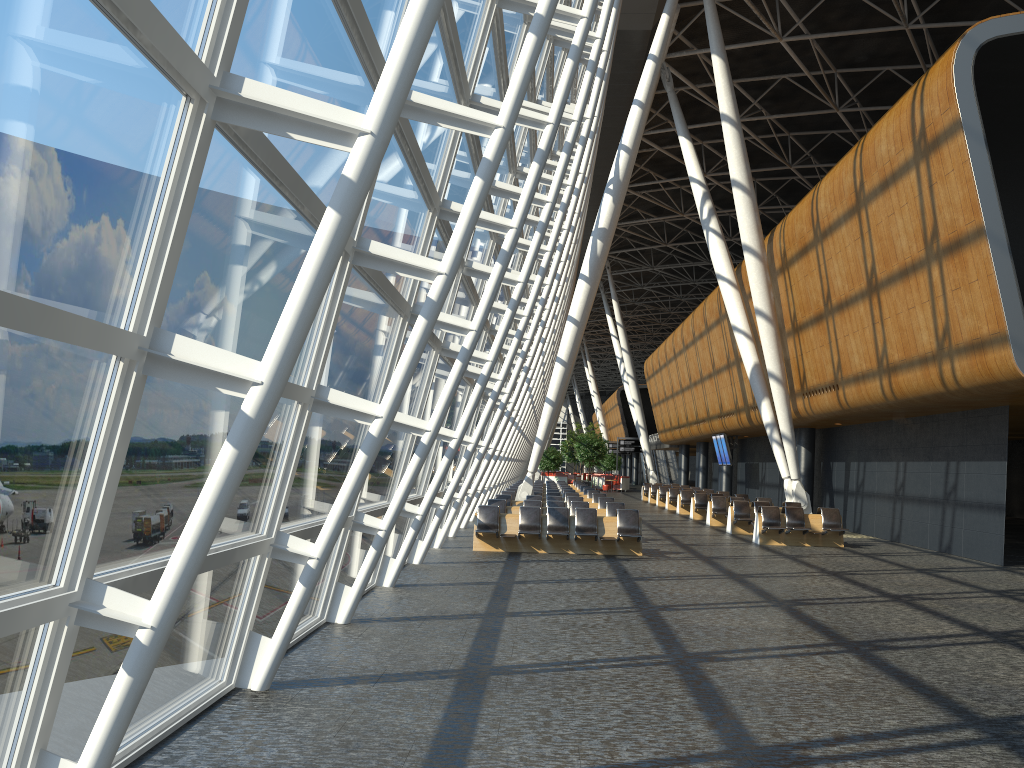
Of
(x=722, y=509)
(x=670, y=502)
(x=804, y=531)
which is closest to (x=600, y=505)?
(x=722, y=509)

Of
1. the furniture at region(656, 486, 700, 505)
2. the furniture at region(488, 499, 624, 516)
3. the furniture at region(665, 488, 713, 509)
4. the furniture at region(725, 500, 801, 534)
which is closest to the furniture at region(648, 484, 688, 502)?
the furniture at region(656, 486, 700, 505)

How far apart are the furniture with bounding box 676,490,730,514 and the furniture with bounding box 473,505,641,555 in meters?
14.9 m

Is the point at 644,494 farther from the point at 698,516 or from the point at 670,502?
the point at 698,516

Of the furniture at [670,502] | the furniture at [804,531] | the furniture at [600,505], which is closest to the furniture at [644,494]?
the furniture at [670,502]

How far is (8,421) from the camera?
3.1 meters

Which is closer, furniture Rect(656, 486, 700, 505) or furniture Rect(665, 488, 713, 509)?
furniture Rect(665, 488, 713, 509)

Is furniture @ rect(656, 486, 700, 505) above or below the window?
below

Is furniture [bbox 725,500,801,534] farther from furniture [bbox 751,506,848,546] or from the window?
the window

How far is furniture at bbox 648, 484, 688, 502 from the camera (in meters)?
40.54
